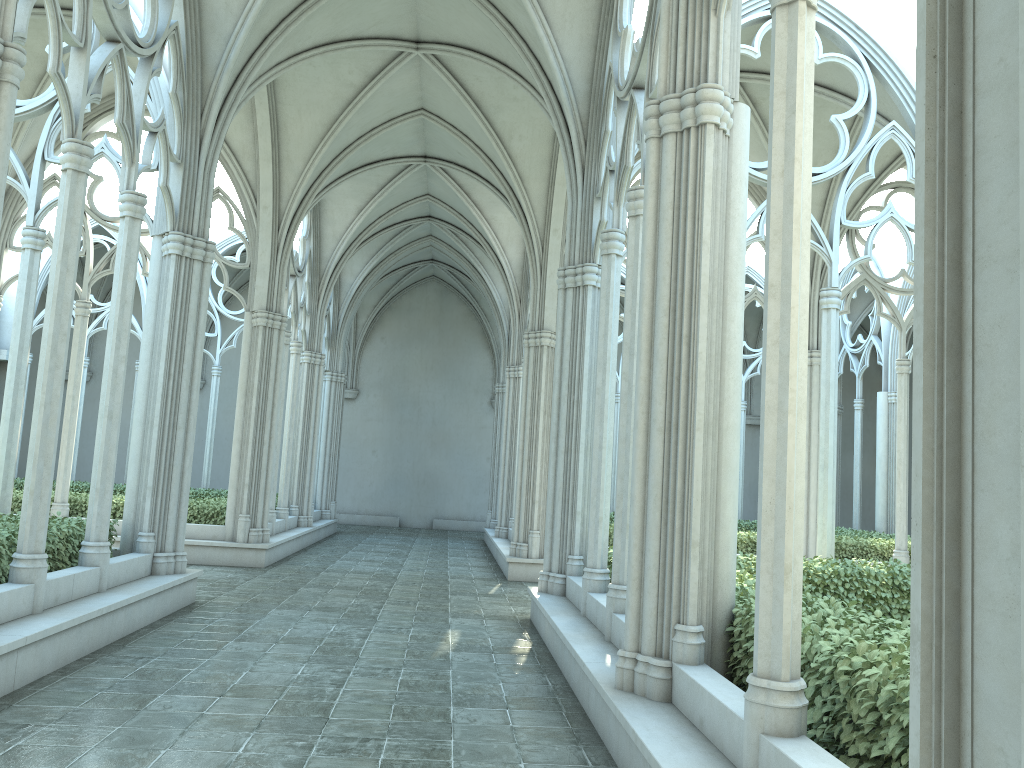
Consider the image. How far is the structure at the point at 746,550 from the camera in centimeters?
1522cm

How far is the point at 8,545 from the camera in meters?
7.2 m

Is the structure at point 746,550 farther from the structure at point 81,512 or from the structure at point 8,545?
the structure at point 8,545

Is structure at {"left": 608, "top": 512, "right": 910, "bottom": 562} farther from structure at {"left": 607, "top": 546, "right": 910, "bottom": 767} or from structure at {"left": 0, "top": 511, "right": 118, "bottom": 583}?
structure at {"left": 0, "top": 511, "right": 118, "bottom": 583}

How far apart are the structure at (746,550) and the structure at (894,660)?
5.3m

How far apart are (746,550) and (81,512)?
11.10m

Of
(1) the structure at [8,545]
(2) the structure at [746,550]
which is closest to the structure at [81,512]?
(1) the structure at [8,545]

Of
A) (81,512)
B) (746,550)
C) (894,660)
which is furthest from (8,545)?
(746,550)

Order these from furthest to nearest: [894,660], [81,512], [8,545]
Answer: [81,512] < [8,545] < [894,660]

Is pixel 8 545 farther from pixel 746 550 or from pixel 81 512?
pixel 746 550
